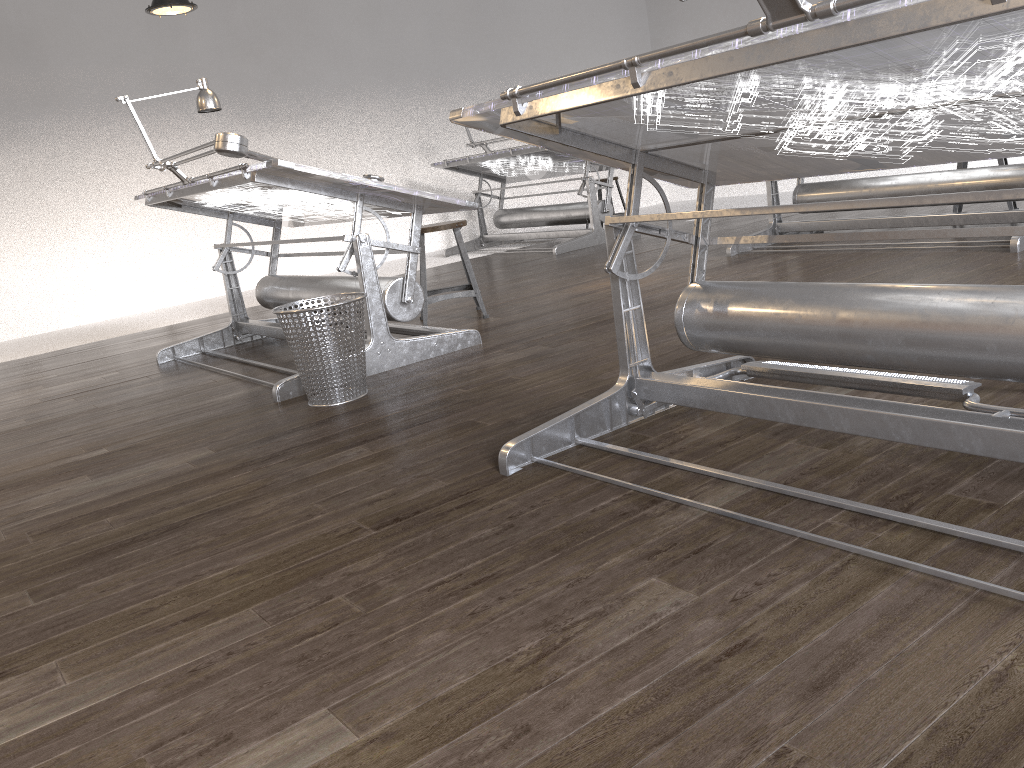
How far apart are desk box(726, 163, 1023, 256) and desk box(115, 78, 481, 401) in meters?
2.3 m

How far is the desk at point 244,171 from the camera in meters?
3.4 m

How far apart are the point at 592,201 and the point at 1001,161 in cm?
310

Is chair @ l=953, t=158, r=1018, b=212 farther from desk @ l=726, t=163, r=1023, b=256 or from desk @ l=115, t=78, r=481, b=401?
desk @ l=115, t=78, r=481, b=401

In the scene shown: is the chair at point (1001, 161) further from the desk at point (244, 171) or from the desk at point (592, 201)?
the desk at point (244, 171)

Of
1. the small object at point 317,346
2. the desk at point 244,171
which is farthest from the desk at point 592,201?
the small object at point 317,346

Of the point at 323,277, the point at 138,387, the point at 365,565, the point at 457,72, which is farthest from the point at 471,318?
the point at 457,72

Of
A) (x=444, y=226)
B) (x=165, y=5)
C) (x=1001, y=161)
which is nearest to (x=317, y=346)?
(x=444, y=226)

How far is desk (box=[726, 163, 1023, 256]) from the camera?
4.7 meters

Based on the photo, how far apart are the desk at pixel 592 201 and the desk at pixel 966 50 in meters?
4.6
